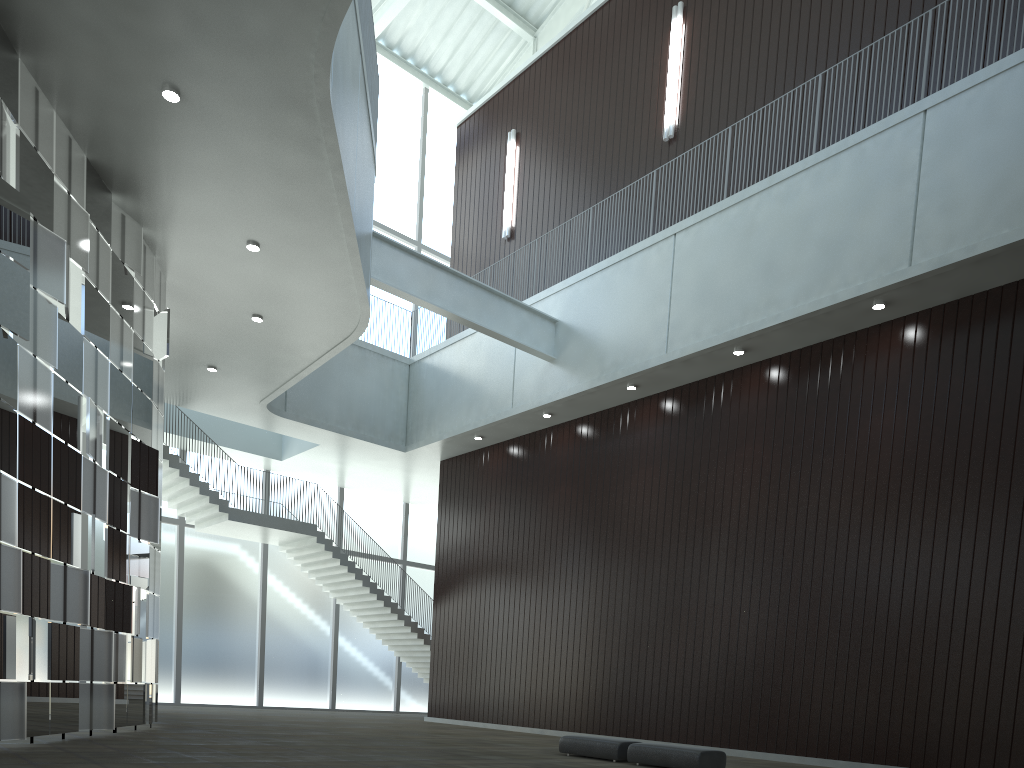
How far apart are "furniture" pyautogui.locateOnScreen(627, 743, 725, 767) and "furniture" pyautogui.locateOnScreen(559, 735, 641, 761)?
0.8 meters

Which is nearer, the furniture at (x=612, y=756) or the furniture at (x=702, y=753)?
the furniture at (x=702, y=753)

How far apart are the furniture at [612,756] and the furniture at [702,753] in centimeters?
76cm

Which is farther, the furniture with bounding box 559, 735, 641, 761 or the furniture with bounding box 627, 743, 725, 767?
the furniture with bounding box 559, 735, 641, 761

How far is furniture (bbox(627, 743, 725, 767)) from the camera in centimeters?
3127cm

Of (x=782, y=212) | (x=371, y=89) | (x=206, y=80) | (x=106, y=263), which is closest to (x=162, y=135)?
(x=206, y=80)

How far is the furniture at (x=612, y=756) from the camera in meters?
34.4

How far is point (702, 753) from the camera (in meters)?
31.27
